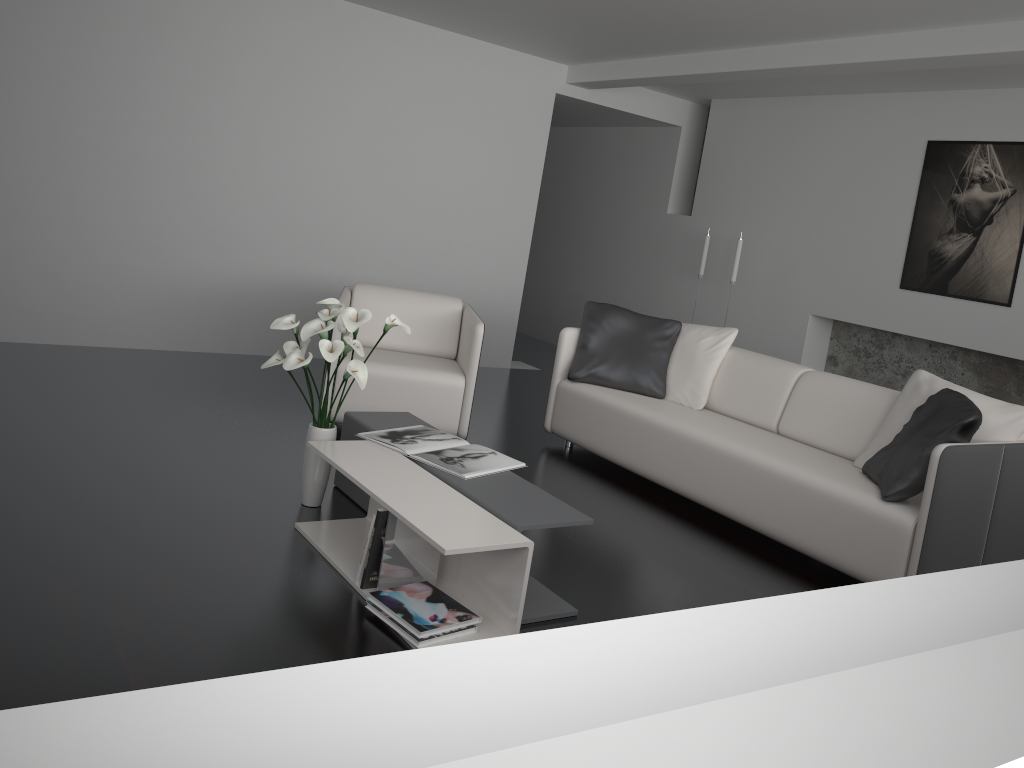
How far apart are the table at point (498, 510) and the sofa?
1.24m

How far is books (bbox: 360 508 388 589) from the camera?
2.7m

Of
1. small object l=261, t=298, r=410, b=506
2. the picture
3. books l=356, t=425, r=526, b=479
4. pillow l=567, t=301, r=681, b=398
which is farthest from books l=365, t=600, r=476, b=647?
the picture

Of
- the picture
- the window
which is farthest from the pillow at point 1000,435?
the window

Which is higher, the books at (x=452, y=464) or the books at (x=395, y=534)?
the books at (x=452, y=464)

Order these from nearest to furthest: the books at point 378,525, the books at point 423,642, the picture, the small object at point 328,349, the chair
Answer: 1. the books at point 423,642
2. the books at point 378,525
3. the small object at point 328,349
4. the chair
5. the picture

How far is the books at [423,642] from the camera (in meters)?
2.50

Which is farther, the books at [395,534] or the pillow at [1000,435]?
the pillow at [1000,435]

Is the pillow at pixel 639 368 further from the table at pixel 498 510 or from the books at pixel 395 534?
the books at pixel 395 534

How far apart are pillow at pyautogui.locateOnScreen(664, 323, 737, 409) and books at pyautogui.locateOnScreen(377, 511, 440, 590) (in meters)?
2.25
